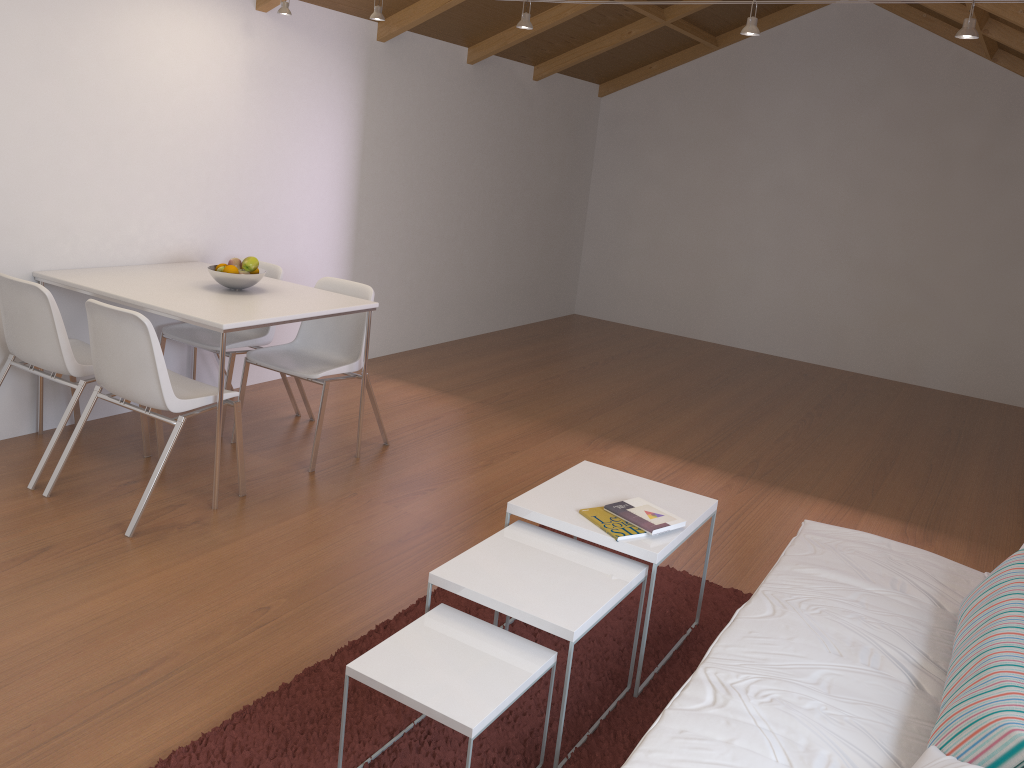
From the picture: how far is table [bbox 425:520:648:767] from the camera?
2.2m

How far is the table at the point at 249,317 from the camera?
3.42m

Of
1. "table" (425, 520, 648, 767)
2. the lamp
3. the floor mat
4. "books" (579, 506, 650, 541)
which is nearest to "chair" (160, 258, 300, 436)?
the lamp

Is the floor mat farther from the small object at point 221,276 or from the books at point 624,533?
the small object at point 221,276

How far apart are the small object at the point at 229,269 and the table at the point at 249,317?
0.1m

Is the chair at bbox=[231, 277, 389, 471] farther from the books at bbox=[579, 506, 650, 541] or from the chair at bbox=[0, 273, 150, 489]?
the books at bbox=[579, 506, 650, 541]

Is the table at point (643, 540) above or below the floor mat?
above

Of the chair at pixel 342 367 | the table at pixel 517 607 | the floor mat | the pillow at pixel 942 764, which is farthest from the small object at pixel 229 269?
the pillow at pixel 942 764

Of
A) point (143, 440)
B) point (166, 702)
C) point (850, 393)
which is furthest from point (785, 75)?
point (166, 702)

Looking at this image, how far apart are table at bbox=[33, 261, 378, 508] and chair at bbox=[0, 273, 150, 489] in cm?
21
